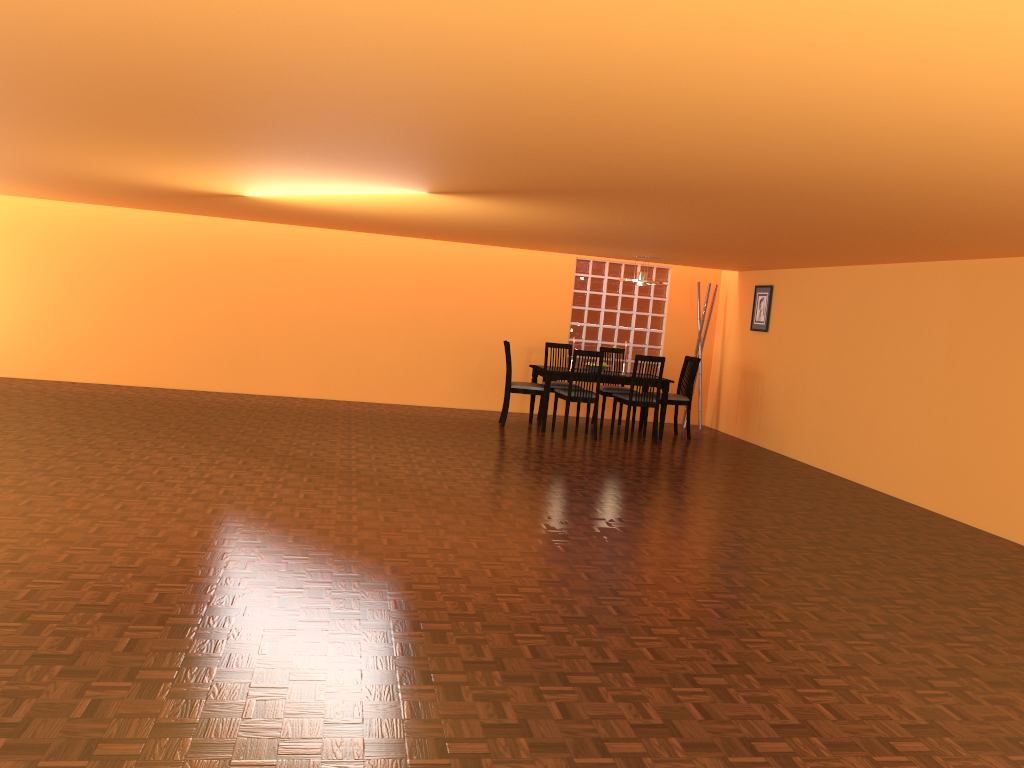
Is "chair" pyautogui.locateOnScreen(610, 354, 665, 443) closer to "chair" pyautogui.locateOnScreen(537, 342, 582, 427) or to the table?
the table

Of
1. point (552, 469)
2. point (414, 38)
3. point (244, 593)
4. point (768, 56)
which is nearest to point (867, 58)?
point (768, 56)

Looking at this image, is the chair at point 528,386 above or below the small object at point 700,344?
below

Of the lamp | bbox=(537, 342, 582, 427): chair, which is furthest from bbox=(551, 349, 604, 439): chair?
the lamp

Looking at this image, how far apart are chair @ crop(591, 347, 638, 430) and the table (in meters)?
0.34

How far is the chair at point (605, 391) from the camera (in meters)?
8.76

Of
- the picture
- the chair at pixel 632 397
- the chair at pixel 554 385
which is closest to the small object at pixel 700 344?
the picture

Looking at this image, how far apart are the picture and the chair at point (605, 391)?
1.35m

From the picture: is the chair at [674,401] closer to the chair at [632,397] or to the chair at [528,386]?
the chair at [632,397]

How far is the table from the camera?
8.1 meters
